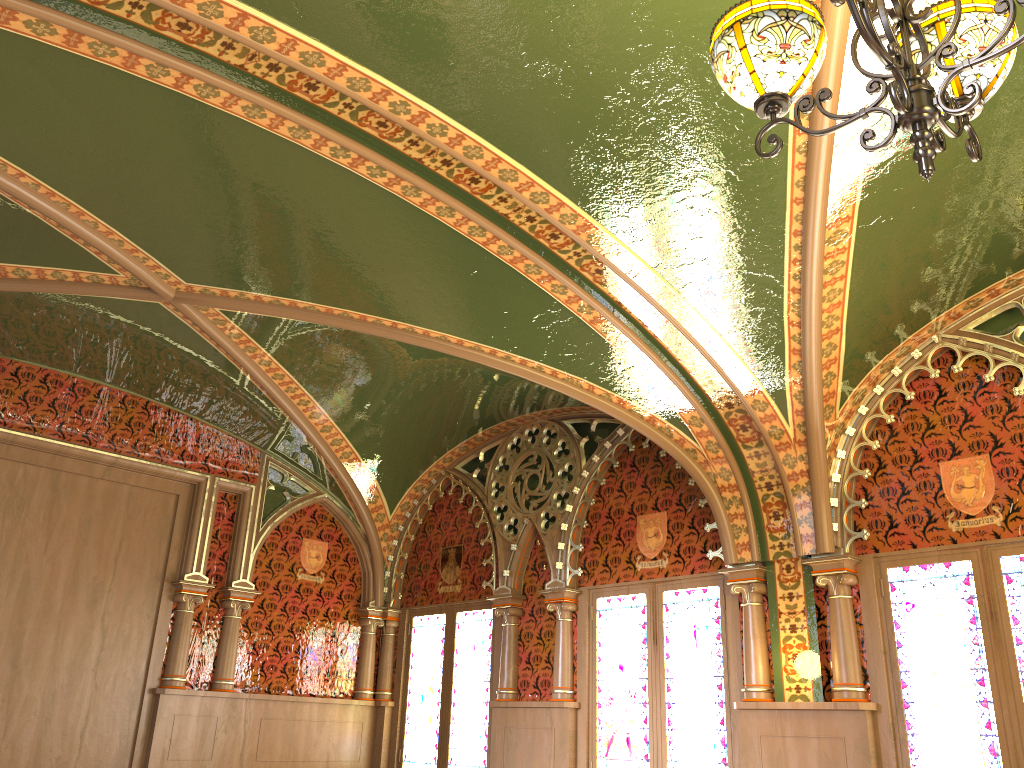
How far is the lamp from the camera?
1.9m

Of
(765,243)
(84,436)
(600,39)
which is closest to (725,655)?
(765,243)

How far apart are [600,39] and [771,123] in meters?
1.1 m

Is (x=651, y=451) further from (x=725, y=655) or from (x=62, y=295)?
(x=62, y=295)

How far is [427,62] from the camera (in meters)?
3.27

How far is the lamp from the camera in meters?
1.9 m
